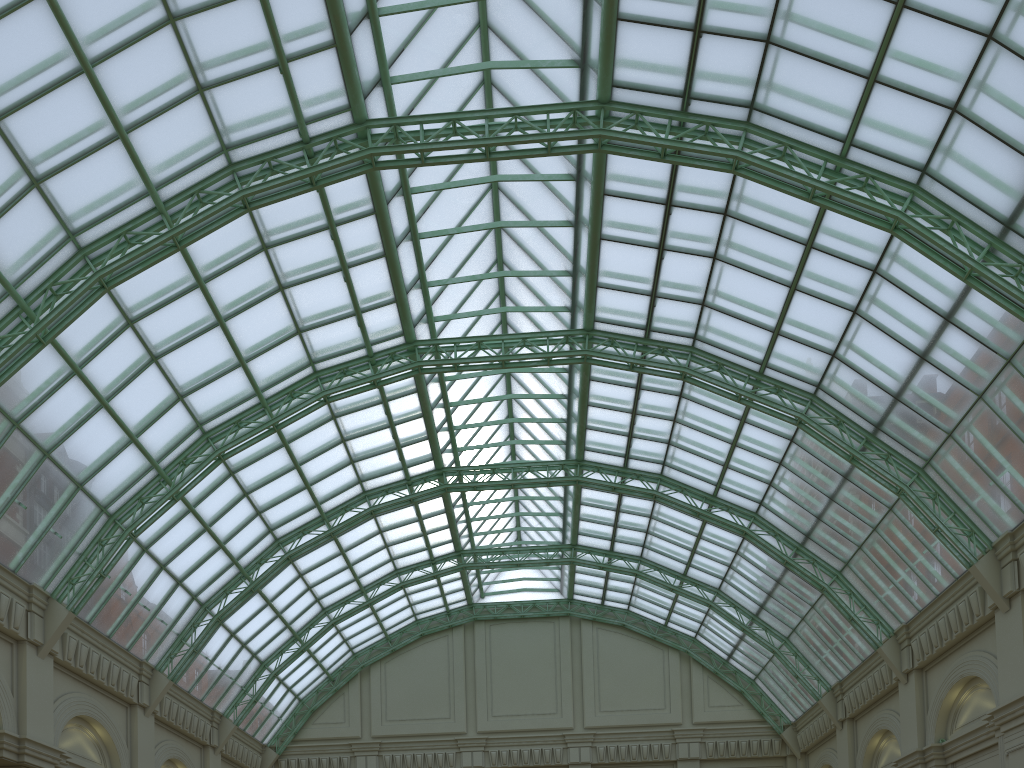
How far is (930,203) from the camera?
26.9m
